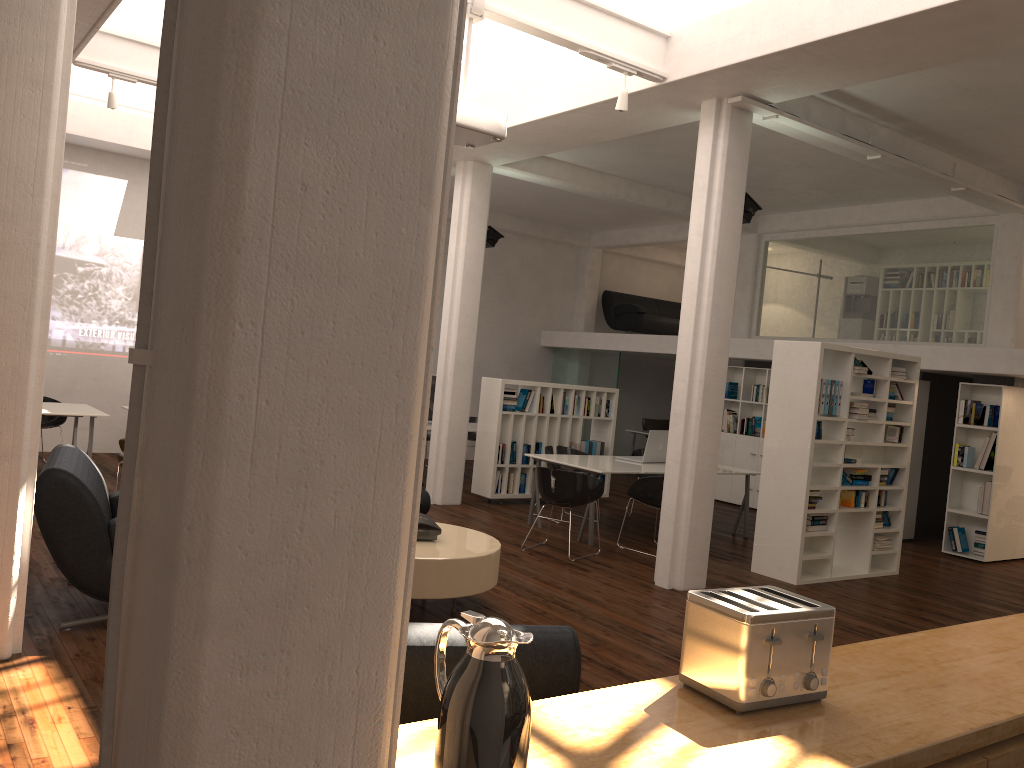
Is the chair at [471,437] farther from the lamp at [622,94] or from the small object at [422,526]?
the lamp at [622,94]

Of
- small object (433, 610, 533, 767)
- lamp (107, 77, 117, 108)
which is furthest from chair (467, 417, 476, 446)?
small object (433, 610, 533, 767)

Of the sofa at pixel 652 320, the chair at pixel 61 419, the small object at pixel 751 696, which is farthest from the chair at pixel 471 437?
the small object at pixel 751 696

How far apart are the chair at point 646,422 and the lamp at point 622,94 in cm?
1319

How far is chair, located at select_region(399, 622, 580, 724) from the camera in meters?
3.2 m

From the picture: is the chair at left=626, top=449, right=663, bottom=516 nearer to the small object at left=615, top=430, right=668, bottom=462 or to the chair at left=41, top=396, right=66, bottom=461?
the small object at left=615, top=430, right=668, bottom=462

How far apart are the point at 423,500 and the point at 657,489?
2.81m

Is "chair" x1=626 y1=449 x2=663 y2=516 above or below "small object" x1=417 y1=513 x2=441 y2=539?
above

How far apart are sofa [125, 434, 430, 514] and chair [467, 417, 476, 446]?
7.8 meters

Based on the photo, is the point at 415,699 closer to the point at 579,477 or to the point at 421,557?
the point at 421,557
